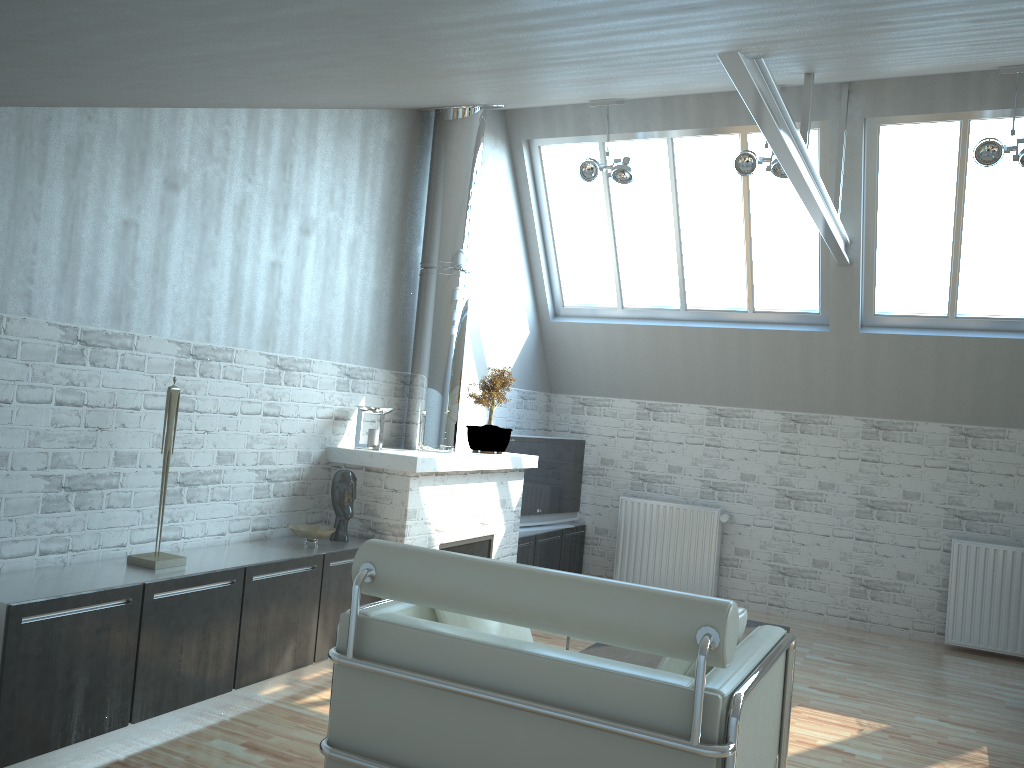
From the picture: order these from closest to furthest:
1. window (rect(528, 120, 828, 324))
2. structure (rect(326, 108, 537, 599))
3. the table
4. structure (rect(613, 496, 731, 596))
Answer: the table → structure (rect(326, 108, 537, 599)) → window (rect(528, 120, 828, 324)) → structure (rect(613, 496, 731, 596))

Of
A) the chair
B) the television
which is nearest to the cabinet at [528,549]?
the television

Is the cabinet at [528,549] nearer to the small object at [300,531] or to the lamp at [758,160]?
the small object at [300,531]

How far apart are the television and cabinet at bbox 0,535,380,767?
4.2 meters

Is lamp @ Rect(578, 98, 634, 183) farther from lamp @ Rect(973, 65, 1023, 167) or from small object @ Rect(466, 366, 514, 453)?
lamp @ Rect(973, 65, 1023, 167)

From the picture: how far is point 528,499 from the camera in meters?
14.3 m

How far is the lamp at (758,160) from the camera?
11.61m

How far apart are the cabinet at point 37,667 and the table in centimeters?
254cm

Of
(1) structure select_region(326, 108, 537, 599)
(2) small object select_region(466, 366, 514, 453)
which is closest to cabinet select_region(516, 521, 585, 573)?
(1) structure select_region(326, 108, 537, 599)

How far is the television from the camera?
14.3m
